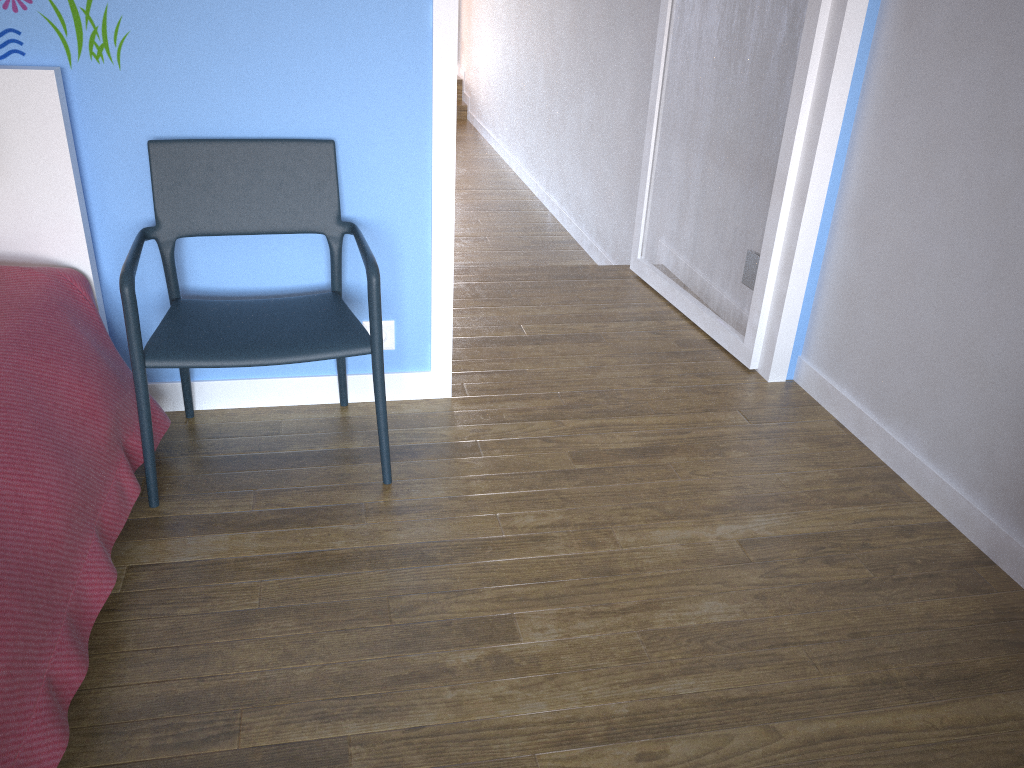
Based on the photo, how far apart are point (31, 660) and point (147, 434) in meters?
0.6 m

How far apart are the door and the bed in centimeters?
67cm

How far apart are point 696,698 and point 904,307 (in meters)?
1.15

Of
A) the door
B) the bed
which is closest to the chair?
the bed

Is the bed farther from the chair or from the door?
the door

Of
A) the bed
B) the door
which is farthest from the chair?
the door

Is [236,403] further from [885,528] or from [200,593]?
[885,528]

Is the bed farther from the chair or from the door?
the door

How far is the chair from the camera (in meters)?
1.77

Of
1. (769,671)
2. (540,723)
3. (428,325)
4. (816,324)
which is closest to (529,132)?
(816,324)
